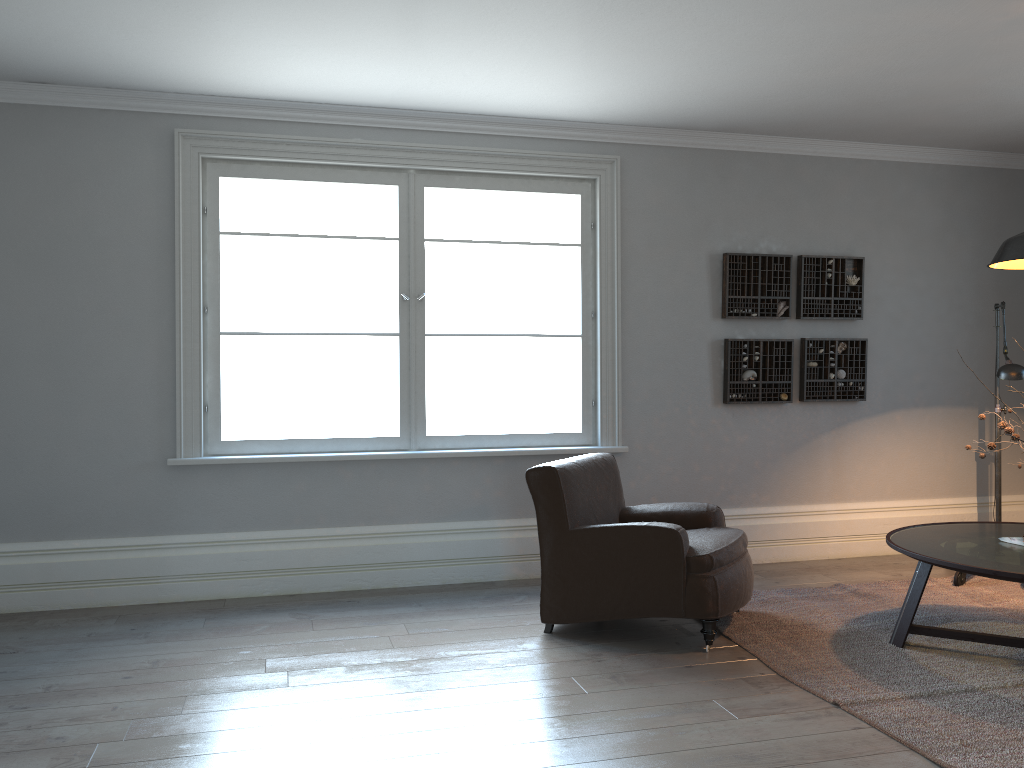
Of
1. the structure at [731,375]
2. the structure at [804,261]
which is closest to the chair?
the structure at [731,375]

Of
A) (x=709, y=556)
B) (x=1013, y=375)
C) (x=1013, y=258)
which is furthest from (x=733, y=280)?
(x=709, y=556)

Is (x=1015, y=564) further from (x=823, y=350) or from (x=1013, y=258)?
(x=823, y=350)

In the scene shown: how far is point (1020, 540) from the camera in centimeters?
373cm

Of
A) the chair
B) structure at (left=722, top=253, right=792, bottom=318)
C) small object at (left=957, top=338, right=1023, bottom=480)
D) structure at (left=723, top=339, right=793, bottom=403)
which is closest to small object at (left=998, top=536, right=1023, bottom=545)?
small object at (left=957, top=338, right=1023, bottom=480)

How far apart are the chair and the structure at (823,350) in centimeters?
160cm

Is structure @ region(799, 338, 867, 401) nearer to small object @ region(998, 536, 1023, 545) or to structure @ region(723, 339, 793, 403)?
structure @ region(723, 339, 793, 403)

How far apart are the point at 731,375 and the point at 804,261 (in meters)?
0.91

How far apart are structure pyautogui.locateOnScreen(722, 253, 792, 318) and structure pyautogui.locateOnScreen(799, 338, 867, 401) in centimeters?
20cm

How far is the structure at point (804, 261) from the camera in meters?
5.7 m
